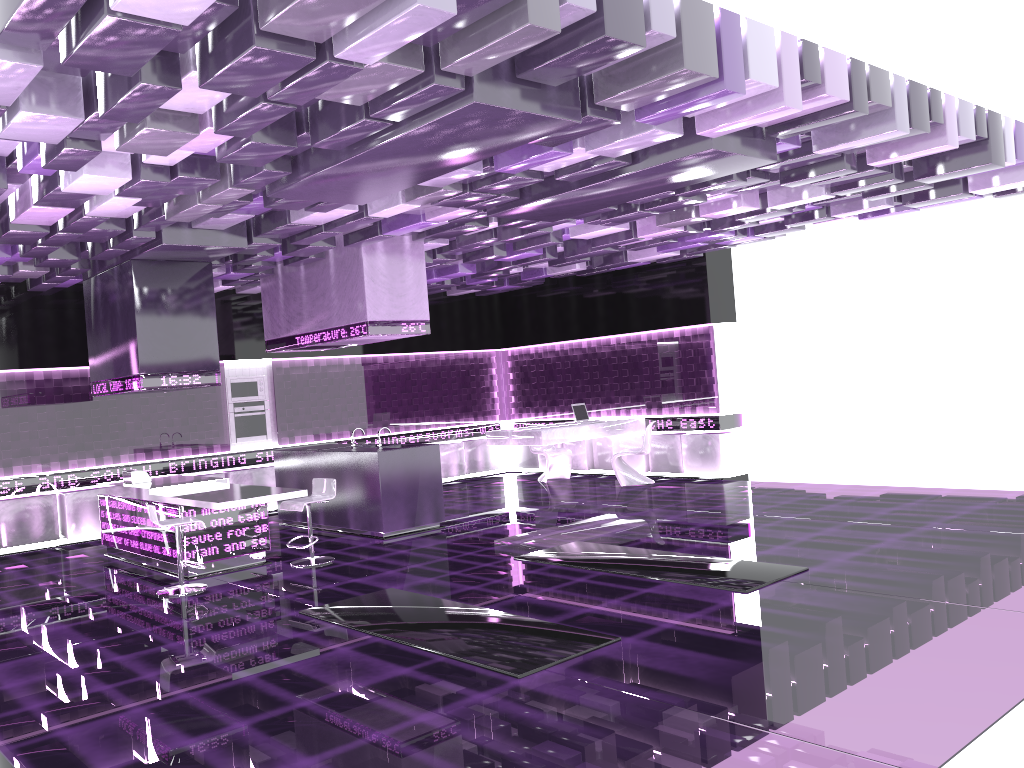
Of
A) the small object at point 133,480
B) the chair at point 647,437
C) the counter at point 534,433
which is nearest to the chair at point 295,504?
the small object at point 133,480

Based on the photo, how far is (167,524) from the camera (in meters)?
7.19

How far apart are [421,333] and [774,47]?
5.3m

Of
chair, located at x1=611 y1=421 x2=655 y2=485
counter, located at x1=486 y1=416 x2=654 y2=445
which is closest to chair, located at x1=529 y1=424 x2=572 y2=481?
counter, located at x1=486 y1=416 x2=654 y2=445

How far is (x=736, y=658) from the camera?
4.6 meters

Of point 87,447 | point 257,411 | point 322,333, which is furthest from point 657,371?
point 87,447

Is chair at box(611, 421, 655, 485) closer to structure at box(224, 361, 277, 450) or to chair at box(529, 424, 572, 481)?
chair at box(529, 424, 572, 481)

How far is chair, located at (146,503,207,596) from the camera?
7.18m

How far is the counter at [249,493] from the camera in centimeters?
778cm

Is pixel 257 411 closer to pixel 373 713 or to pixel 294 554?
pixel 294 554
